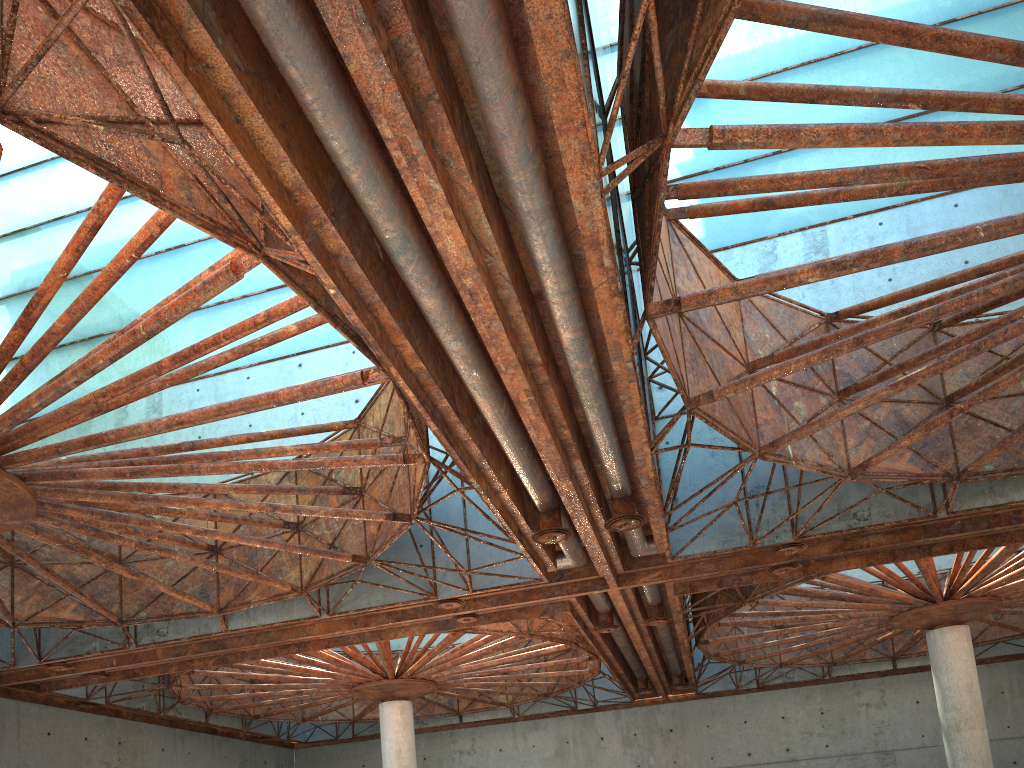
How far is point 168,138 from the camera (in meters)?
12.94
